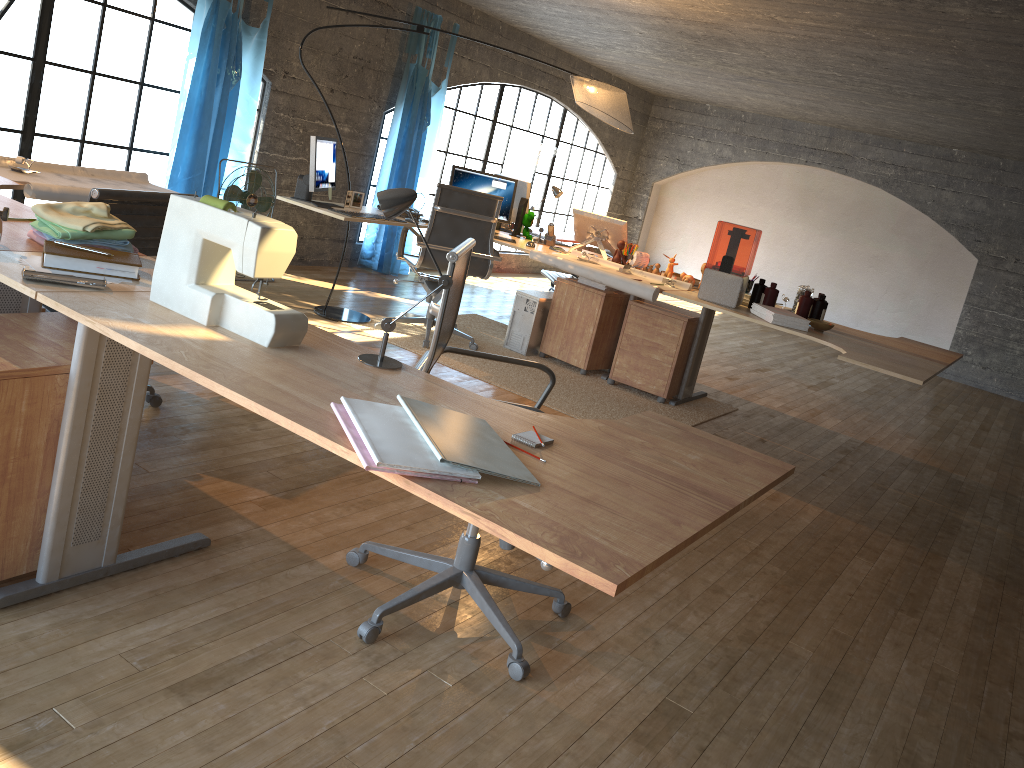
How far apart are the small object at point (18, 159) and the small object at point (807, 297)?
3.9 meters

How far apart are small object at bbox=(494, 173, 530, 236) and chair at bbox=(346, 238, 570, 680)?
3.65m

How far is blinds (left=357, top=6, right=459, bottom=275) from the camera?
7.4 meters

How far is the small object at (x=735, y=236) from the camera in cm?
415

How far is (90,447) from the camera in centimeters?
212cm

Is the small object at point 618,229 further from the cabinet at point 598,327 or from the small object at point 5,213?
the small object at point 5,213

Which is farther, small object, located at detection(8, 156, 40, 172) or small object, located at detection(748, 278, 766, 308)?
small object, located at detection(748, 278, 766, 308)

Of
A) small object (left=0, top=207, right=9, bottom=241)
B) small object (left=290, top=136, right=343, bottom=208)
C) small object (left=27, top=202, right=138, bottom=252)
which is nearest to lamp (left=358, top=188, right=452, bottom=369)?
small object (left=27, top=202, right=138, bottom=252)

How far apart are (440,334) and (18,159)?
2.4 meters

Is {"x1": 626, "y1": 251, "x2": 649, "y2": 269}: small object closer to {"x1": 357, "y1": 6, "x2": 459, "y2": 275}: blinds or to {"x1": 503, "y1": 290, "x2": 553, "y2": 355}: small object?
{"x1": 503, "y1": 290, "x2": 553, "y2": 355}: small object
